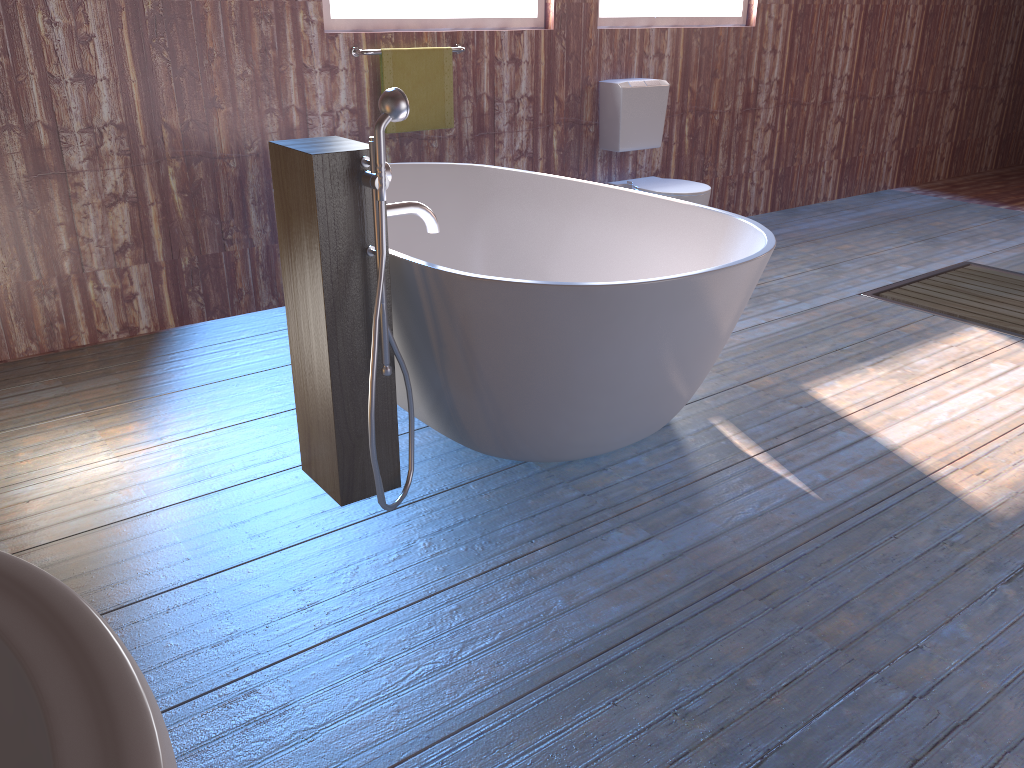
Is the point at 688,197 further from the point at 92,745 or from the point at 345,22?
the point at 92,745

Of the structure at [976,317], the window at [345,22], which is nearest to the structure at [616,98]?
the window at [345,22]

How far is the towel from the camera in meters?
3.9

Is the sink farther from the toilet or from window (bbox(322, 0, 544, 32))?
the toilet

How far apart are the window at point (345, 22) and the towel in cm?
18

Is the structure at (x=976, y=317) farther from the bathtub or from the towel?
the towel

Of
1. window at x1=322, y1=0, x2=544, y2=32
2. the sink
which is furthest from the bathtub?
the sink

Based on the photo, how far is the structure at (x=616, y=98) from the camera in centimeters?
468cm

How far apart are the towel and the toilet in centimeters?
110cm

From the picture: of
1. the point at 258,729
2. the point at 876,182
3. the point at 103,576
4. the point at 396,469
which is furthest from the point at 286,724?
the point at 876,182
